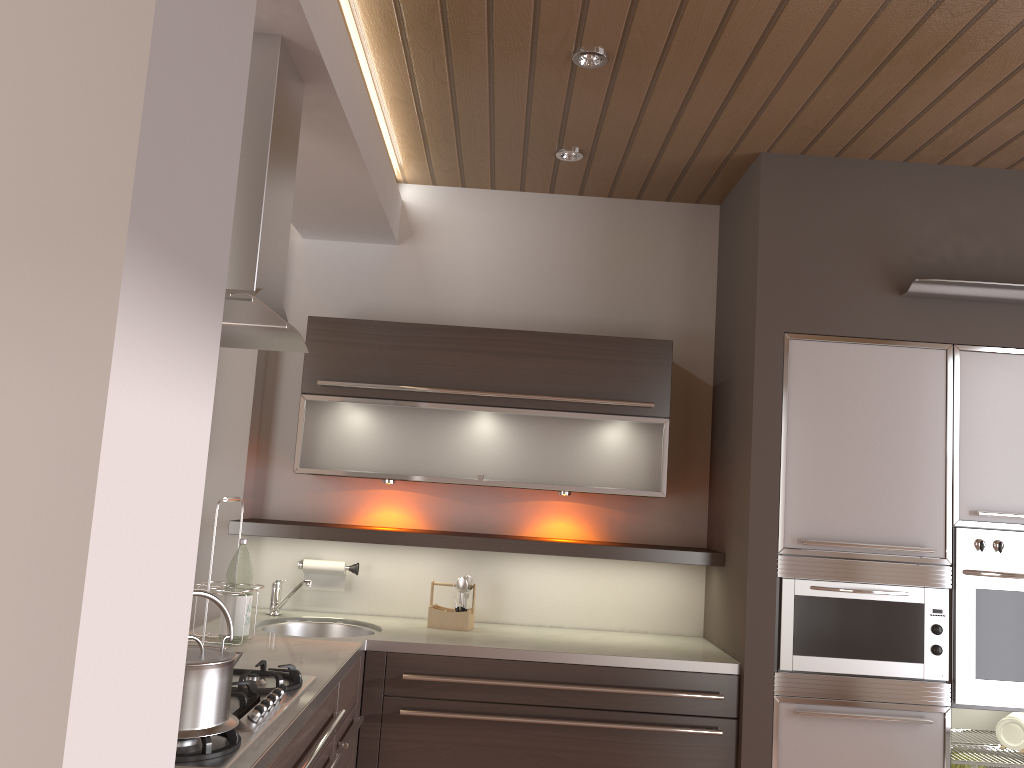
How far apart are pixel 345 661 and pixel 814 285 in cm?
201

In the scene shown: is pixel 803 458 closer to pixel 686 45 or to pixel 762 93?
pixel 762 93

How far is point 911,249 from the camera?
3.1 meters

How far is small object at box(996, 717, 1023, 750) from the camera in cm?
320

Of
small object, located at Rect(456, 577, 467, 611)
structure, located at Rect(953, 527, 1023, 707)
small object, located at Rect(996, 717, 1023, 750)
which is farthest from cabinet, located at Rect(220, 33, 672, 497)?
small object, located at Rect(996, 717, 1023, 750)

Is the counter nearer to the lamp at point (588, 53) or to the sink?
the sink

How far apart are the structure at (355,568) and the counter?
0.18m

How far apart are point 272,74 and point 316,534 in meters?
1.8

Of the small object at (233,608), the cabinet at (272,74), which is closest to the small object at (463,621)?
the cabinet at (272,74)

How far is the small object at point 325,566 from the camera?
3.5 meters
